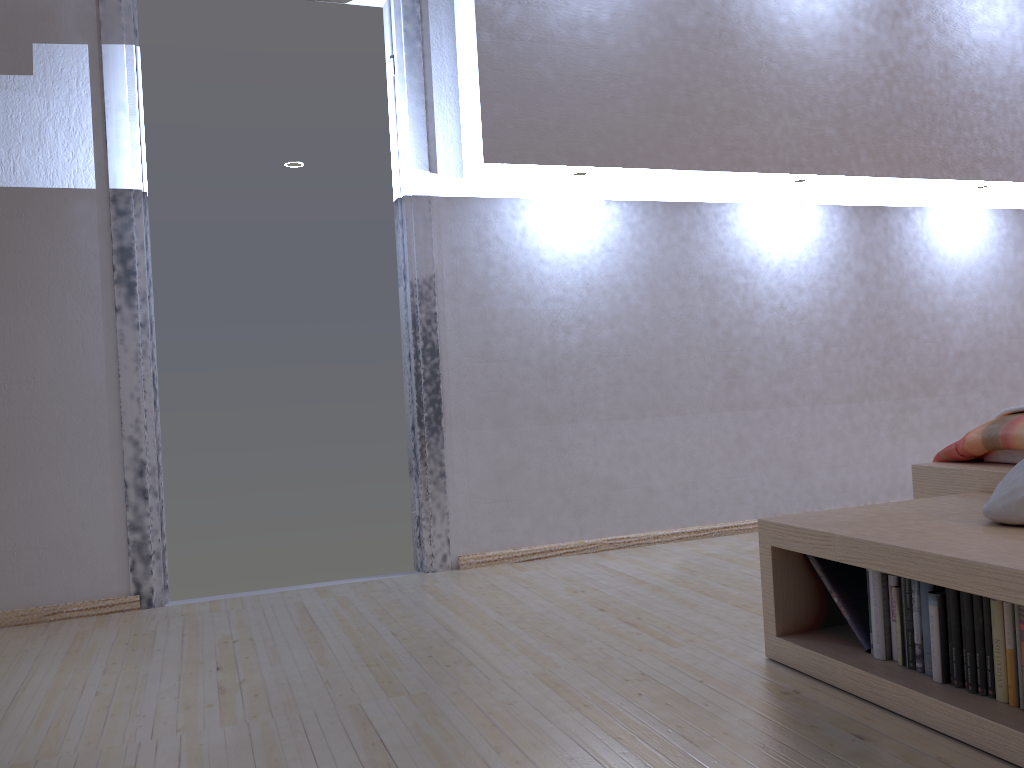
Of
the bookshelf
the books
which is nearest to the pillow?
the bookshelf

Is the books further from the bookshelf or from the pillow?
the pillow

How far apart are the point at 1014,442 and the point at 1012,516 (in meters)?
0.58

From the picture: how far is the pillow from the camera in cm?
166

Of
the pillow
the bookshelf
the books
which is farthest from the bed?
the books

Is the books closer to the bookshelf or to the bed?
the bookshelf

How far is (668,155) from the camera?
3.18m

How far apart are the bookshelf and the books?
0.01m

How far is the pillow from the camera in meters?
1.7 m

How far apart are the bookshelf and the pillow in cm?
1
